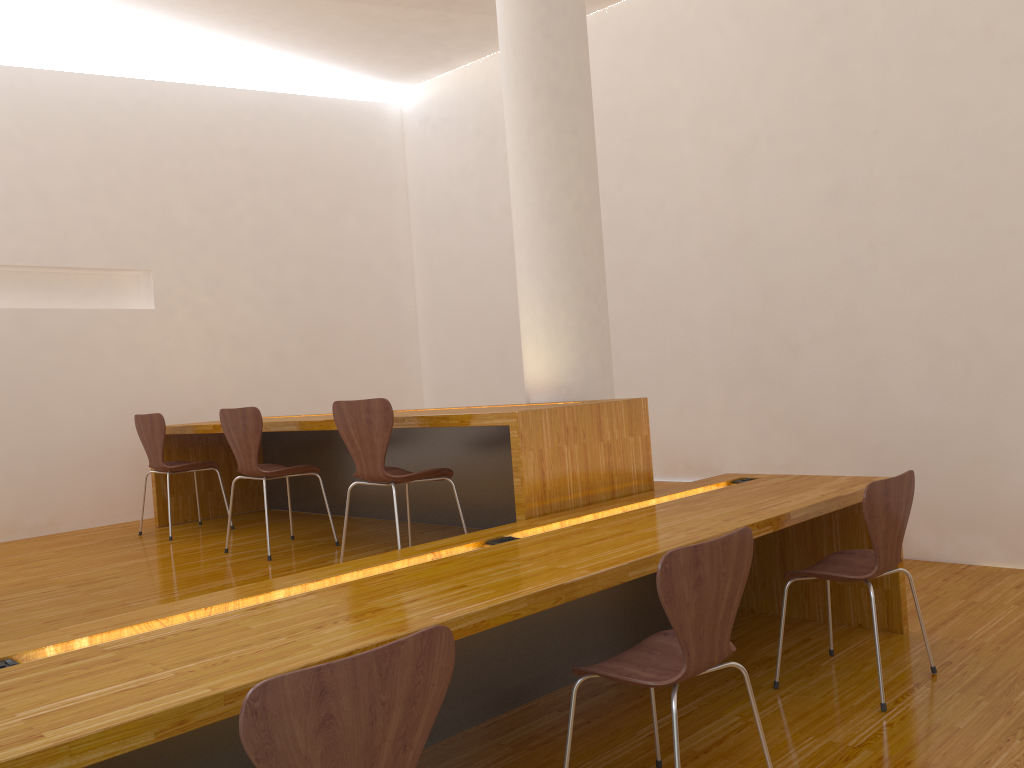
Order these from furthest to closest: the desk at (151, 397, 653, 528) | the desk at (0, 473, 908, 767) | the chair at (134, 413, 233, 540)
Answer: the chair at (134, 413, 233, 540)
the desk at (151, 397, 653, 528)
the desk at (0, 473, 908, 767)

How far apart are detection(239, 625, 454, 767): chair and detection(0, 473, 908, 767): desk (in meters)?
0.27

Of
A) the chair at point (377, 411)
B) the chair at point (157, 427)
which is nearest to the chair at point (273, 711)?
the chair at point (377, 411)

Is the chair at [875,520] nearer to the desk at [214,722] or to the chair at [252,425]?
the desk at [214,722]

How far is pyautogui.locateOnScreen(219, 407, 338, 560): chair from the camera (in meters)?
4.02

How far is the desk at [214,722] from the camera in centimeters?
148cm

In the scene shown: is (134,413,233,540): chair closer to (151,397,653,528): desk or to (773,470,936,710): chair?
(151,397,653,528): desk

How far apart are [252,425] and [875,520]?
2.6m

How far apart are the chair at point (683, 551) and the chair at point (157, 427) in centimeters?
333cm

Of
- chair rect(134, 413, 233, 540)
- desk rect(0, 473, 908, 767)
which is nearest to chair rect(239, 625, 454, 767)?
desk rect(0, 473, 908, 767)
